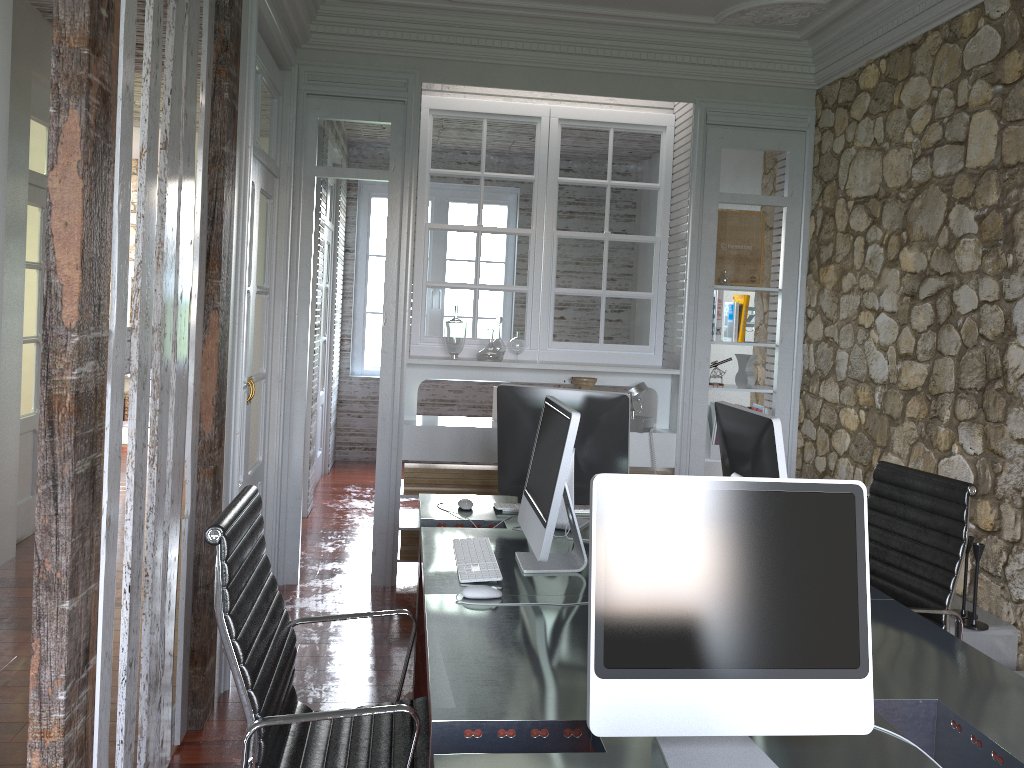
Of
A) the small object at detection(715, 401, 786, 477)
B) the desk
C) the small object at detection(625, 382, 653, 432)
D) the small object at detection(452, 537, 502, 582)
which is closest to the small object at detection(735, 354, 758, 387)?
the small object at detection(625, 382, 653, 432)

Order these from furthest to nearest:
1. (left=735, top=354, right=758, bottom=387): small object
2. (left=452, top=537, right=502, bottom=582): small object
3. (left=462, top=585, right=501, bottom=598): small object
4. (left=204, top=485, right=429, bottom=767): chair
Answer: (left=735, top=354, right=758, bottom=387): small object, (left=452, top=537, right=502, bottom=582): small object, (left=462, top=585, right=501, bottom=598): small object, (left=204, top=485, right=429, bottom=767): chair

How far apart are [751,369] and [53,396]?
3.98m

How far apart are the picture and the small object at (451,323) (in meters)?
1.46

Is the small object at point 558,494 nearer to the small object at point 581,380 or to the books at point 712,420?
the small object at point 581,380

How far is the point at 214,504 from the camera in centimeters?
308cm

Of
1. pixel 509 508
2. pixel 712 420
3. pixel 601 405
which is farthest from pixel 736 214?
pixel 509 508

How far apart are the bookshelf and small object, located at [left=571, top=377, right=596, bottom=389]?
2.1 meters

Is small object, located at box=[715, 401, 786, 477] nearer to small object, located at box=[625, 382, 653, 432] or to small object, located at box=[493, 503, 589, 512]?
small object, located at box=[493, 503, 589, 512]

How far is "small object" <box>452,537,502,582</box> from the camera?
2.5m
